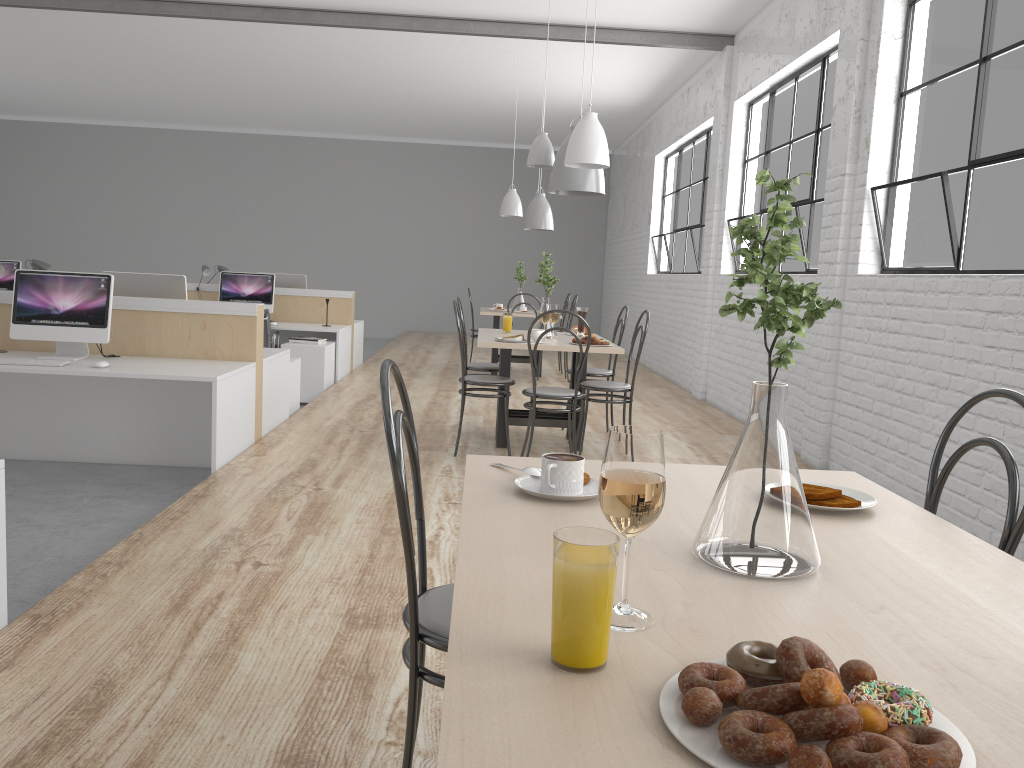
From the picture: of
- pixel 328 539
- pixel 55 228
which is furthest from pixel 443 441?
pixel 55 228

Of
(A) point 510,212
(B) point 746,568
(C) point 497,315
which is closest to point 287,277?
(C) point 497,315

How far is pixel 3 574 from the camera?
1.9m

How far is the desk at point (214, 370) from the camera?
3.6 meters

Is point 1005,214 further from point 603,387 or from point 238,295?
point 238,295

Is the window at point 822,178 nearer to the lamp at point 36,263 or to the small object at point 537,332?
the small object at point 537,332

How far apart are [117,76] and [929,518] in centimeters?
921cm

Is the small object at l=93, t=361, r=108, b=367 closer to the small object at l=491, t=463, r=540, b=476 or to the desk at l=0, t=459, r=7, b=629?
the desk at l=0, t=459, r=7, b=629

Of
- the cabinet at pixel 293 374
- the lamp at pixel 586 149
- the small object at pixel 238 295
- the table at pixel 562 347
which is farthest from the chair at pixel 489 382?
the small object at pixel 238 295

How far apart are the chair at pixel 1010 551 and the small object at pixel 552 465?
0.54m
